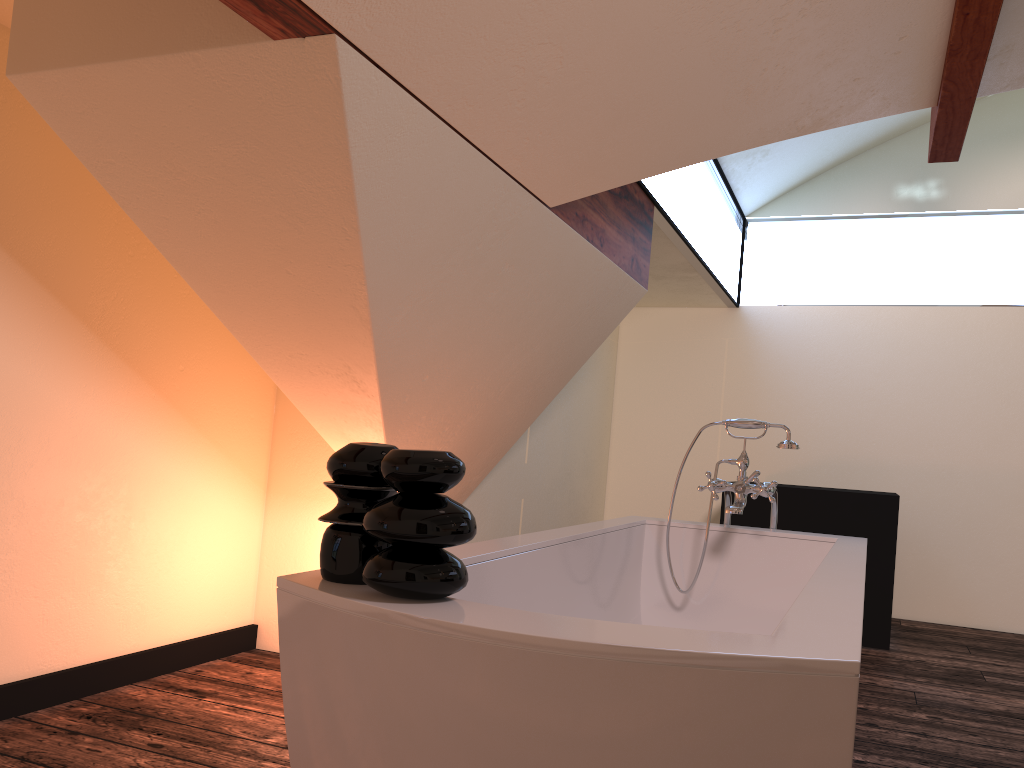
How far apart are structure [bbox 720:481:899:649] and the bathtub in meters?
1.8 m

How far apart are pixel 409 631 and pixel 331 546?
0.2m

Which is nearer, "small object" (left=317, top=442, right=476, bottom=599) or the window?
"small object" (left=317, top=442, right=476, bottom=599)

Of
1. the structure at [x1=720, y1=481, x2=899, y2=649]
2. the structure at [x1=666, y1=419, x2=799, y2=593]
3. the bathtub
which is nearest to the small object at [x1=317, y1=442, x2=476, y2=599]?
the bathtub

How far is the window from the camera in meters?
4.1

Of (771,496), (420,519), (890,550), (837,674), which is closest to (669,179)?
(771,496)

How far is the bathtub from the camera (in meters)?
1.00

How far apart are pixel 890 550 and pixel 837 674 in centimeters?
375cm

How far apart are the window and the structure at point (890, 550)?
1.22m

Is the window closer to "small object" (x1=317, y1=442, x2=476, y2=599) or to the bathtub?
the bathtub
